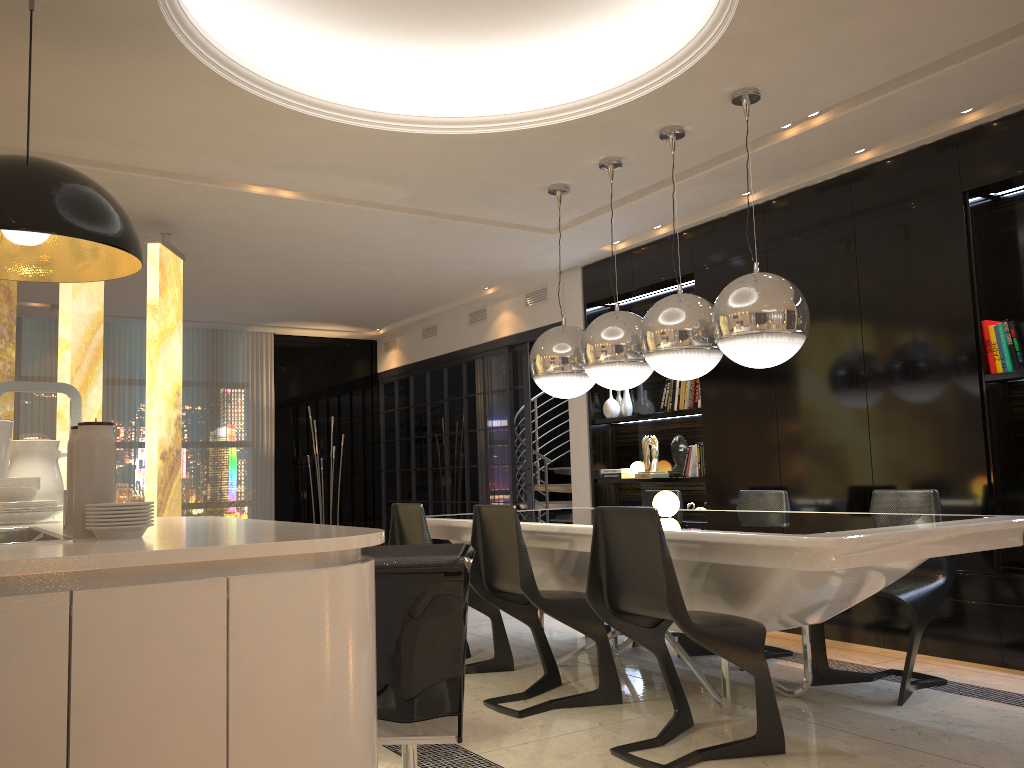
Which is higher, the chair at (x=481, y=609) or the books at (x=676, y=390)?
the books at (x=676, y=390)

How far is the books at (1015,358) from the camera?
4.2m

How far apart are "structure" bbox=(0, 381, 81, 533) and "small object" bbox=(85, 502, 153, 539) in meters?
0.3 m

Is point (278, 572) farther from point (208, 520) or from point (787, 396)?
point (787, 396)

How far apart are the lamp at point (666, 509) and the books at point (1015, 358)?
1.7m

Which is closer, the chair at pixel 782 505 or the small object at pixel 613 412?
the chair at pixel 782 505

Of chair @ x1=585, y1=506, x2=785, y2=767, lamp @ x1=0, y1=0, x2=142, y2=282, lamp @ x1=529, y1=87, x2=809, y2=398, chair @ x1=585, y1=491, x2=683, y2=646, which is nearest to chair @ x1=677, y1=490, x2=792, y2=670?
chair @ x1=585, y1=491, x2=683, y2=646

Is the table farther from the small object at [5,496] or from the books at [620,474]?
the small object at [5,496]

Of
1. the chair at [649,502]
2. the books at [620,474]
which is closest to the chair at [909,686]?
the chair at [649,502]

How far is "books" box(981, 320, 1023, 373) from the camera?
4.21m
